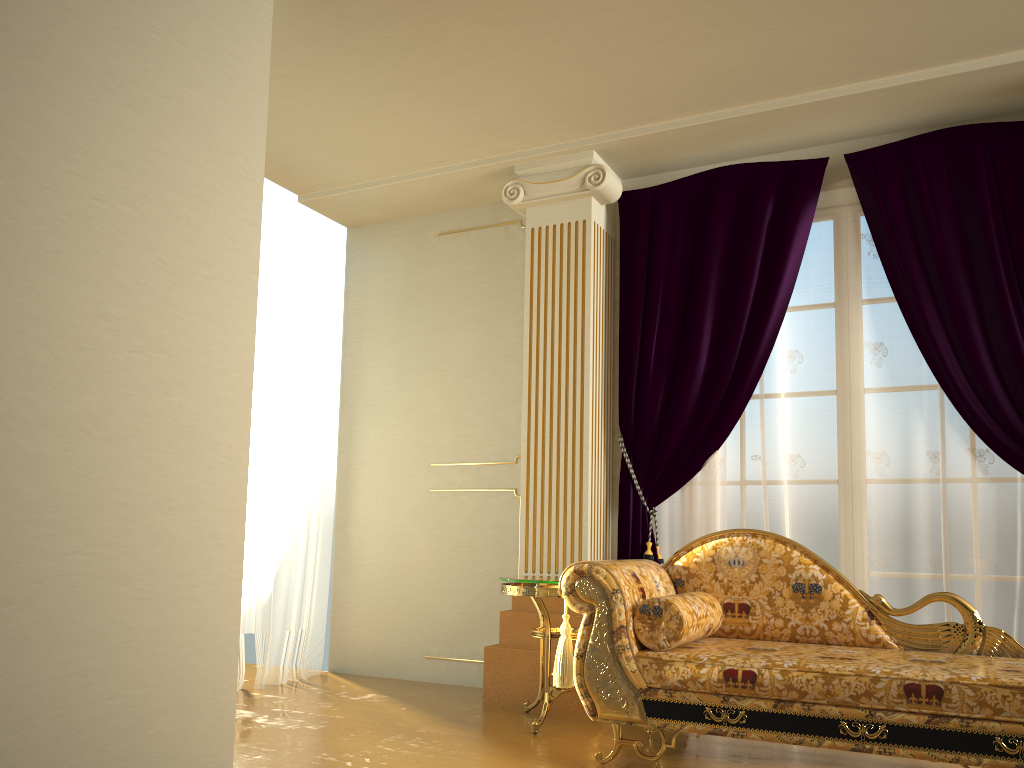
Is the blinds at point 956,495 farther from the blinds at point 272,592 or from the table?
the blinds at point 272,592

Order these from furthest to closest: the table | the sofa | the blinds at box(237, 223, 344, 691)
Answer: the blinds at box(237, 223, 344, 691) < the table < the sofa

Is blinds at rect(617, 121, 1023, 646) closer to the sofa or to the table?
the table

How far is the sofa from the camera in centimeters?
257cm

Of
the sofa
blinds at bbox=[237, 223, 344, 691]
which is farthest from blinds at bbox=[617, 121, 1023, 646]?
blinds at bbox=[237, 223, 344, 691]

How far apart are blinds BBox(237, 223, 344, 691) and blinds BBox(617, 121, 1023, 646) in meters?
1.8

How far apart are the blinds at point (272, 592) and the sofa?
2.1 meters

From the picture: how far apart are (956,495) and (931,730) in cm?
143

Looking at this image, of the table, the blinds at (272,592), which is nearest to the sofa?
the table

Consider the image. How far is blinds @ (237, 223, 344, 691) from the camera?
4.7 meters
